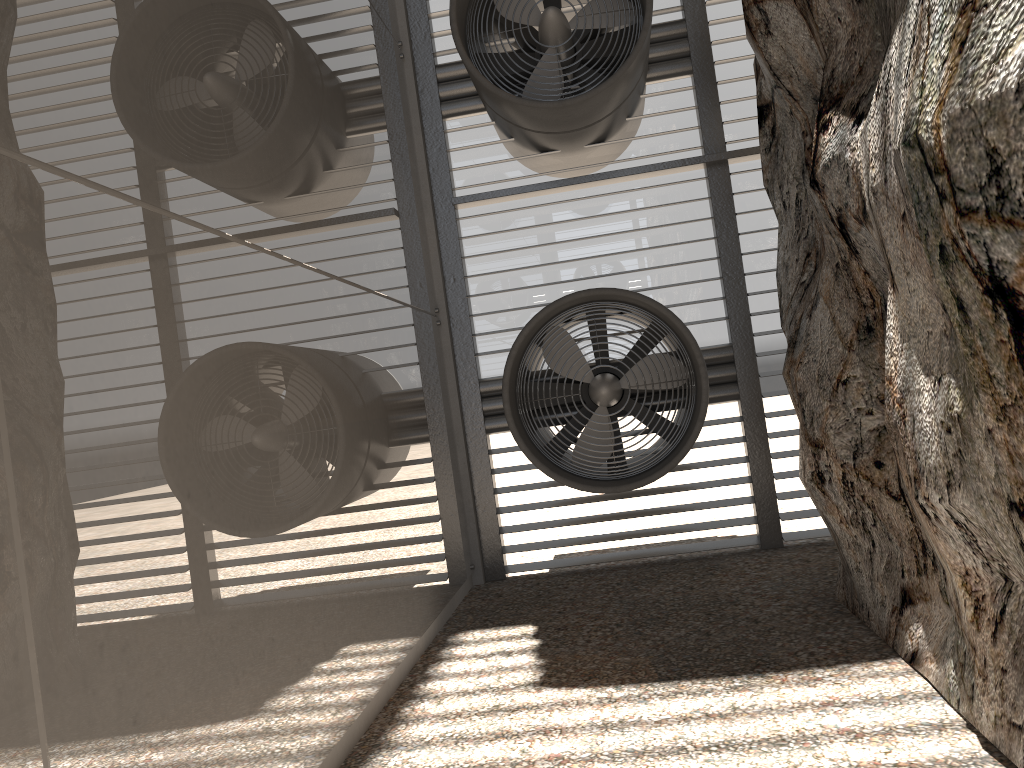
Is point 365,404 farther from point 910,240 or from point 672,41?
point 672,41
